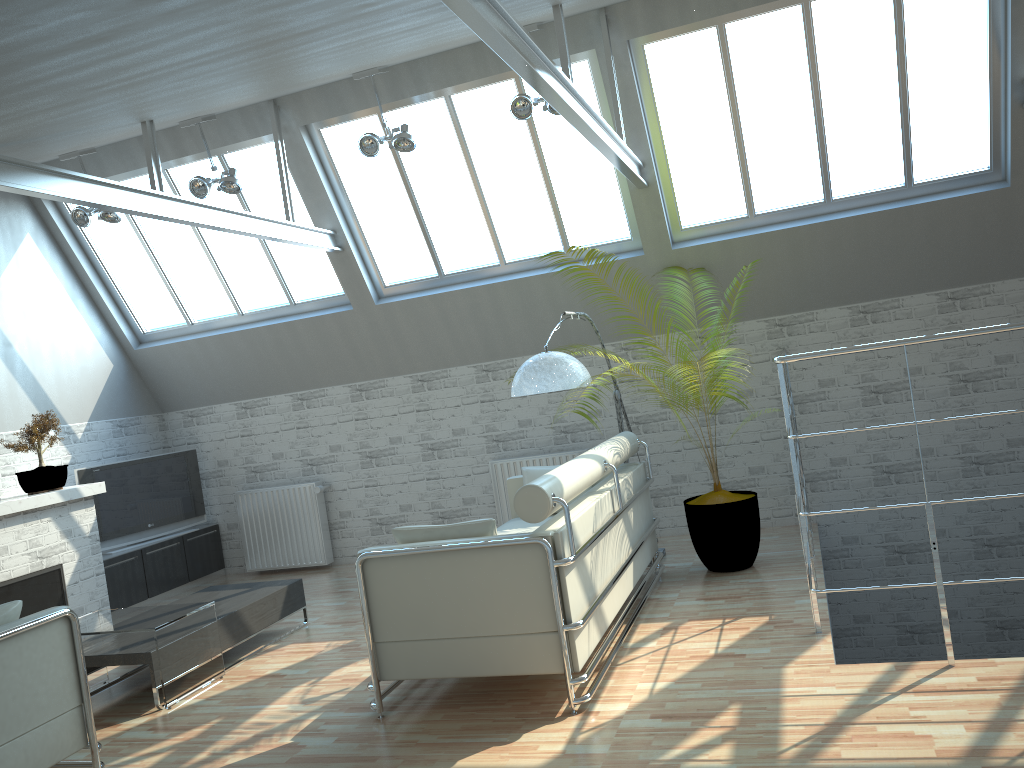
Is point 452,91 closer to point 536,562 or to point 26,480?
point 536,562

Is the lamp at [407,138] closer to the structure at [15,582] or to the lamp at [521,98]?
the lamp at [521,98]

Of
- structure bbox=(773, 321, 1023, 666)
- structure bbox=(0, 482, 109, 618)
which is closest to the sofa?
structure bbox=(773, 321, 1023, 666)

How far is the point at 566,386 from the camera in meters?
10.4

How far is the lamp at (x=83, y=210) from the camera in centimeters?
1372cm

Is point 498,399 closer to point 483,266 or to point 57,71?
point 483,266

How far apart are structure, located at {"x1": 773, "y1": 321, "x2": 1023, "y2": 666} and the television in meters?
11.1

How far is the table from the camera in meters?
9.5

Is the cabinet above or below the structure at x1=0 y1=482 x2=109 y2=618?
below

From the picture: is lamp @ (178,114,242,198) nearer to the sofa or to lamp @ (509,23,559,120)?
lamp @ (509,23,559,120)
